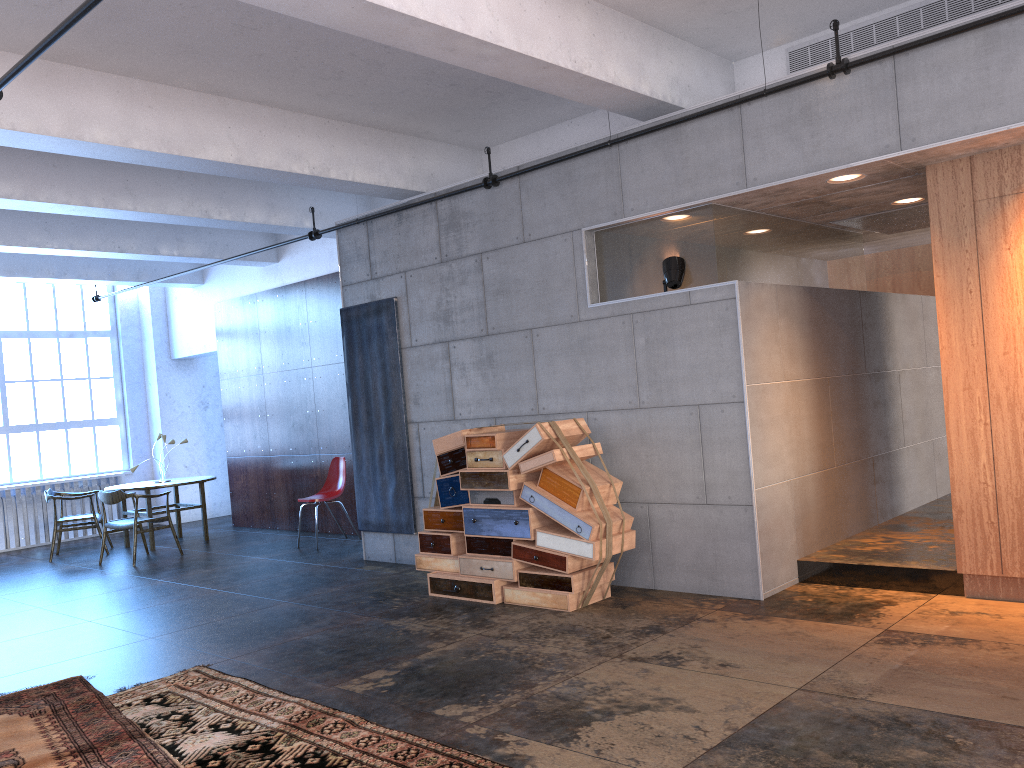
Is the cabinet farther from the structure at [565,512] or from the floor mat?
the floor mat

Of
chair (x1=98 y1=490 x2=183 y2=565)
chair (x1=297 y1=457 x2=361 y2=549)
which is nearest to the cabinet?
chair (x1=297 y1=457 x2=361 y2=549)

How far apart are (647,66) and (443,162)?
2.9m

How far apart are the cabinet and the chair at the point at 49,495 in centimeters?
958cm

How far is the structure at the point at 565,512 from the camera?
6.0 meters

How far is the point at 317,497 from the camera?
10.11m

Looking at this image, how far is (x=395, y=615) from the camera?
6.37m

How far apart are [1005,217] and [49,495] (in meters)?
10.41

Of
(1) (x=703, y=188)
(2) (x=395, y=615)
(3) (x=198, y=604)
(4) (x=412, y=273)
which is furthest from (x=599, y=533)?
(3) (x=198, y=604)

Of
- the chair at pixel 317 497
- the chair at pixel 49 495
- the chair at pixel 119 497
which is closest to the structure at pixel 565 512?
the chair at pixel 317 497
